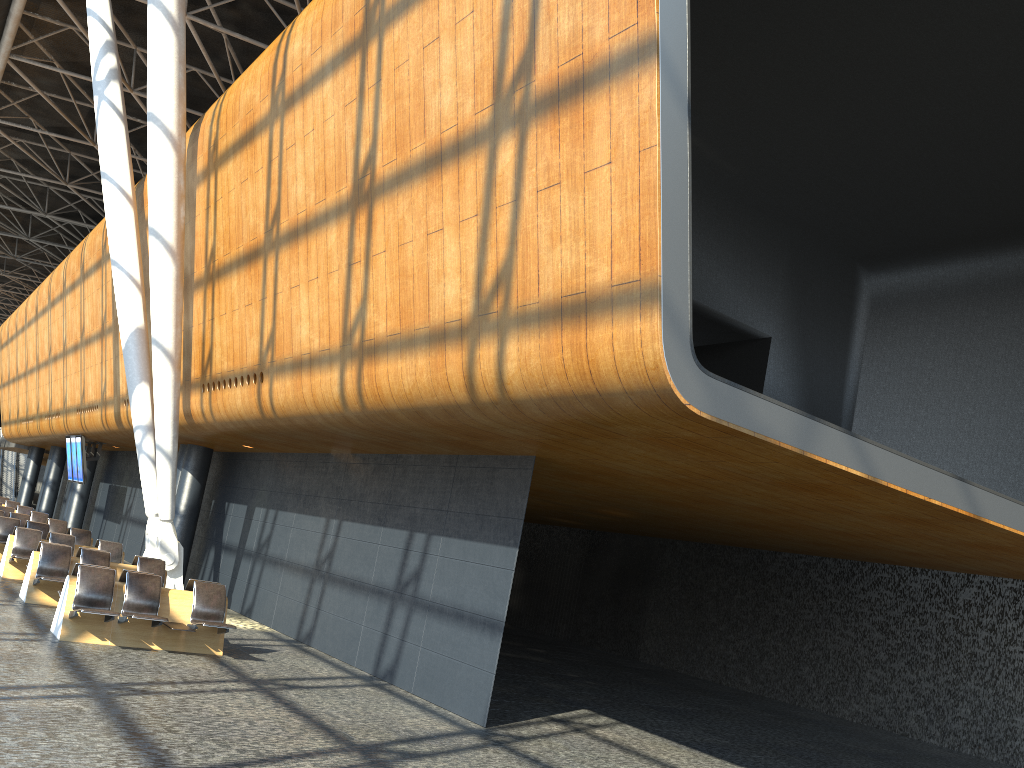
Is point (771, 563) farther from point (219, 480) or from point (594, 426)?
point (594, 426)

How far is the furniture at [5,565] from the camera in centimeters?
1484cm

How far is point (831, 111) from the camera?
12.1 meters

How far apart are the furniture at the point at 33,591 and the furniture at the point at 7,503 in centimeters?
1761cm

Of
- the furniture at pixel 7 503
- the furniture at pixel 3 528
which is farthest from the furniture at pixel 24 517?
the furniture at pixel 7 503

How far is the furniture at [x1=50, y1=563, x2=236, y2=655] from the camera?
10.0m

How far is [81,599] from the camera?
10.0m

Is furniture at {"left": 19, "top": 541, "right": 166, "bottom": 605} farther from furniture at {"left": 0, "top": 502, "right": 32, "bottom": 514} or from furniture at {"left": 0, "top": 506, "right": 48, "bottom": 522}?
furniture at {"left": 0, "top": 502, "right": 32, "bottom": 514}

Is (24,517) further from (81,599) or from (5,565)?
(81,599)

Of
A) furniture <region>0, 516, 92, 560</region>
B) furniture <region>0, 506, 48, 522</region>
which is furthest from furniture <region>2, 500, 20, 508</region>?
furniture <region>0, 516, 92, 560</region>
